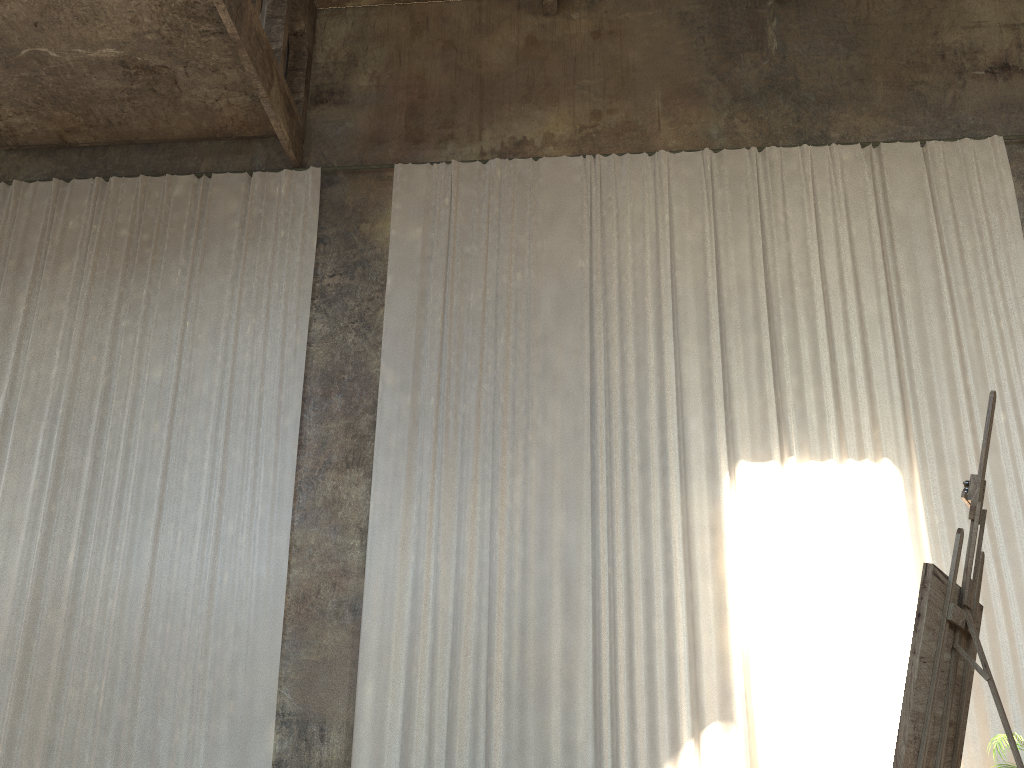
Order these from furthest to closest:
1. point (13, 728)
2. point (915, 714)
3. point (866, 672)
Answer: point (13, 728)
point (866, 672)
point (915, 714)

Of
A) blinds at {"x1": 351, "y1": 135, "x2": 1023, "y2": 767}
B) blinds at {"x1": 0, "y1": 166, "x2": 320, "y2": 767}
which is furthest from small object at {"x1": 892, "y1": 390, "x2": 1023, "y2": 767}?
blinds at {"x1": 0, "y1": 166, "x2": 320, "y2": 767}

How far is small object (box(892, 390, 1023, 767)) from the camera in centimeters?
217cm

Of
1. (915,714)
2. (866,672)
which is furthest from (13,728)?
(915,714)

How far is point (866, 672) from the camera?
8.9m

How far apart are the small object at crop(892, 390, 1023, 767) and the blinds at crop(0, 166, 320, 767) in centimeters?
799cm

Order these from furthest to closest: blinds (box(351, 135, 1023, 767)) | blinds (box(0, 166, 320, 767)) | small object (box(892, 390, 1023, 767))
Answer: blinds (box(0, 166, 320, 767)) < blinds (box(351, 135, 1023, 767)) < small object (box(892, 390, 1023, 767))

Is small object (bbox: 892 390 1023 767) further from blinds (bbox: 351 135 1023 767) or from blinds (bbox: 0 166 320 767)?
blinds (bbox: 0 166 320 767)

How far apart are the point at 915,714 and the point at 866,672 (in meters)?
7.52

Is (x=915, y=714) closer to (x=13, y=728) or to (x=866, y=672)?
(x=866, y=672)
